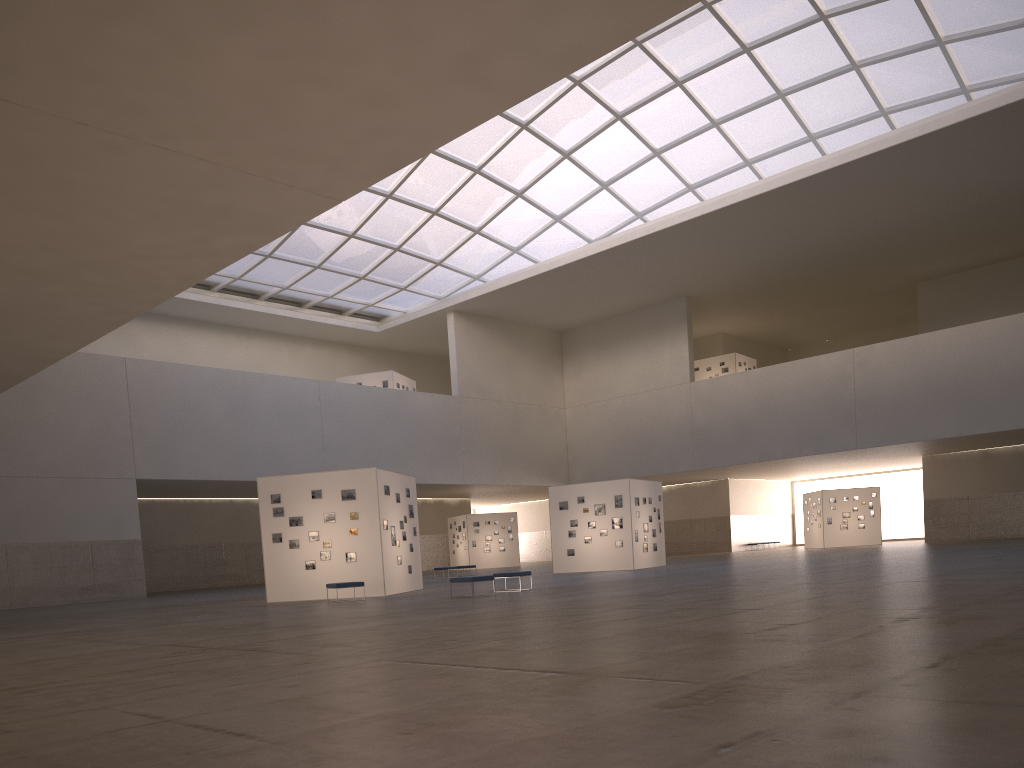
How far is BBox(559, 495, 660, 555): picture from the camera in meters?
43.2

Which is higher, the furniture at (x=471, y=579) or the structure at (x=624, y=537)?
the structure at (x=624, y=537)

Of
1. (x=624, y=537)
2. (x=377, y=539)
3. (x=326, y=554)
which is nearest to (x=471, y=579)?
(x=377, y=539)

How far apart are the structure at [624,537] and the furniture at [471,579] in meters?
18.3

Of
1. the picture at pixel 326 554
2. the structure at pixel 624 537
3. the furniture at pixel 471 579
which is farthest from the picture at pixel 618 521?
the furniture at pixel 471 579

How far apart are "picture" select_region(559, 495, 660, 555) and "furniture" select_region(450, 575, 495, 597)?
18.5m

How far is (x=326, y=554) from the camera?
30.6m

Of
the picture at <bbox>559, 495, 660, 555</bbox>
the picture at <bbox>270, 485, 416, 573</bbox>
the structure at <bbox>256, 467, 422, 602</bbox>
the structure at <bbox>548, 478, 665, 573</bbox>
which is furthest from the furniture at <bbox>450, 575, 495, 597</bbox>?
the picture at <bbox>559, 495, 660, 555</bbox>

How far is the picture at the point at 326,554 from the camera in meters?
30.6

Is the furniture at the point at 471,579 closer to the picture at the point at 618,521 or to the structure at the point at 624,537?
the structure at the point at 624,537
